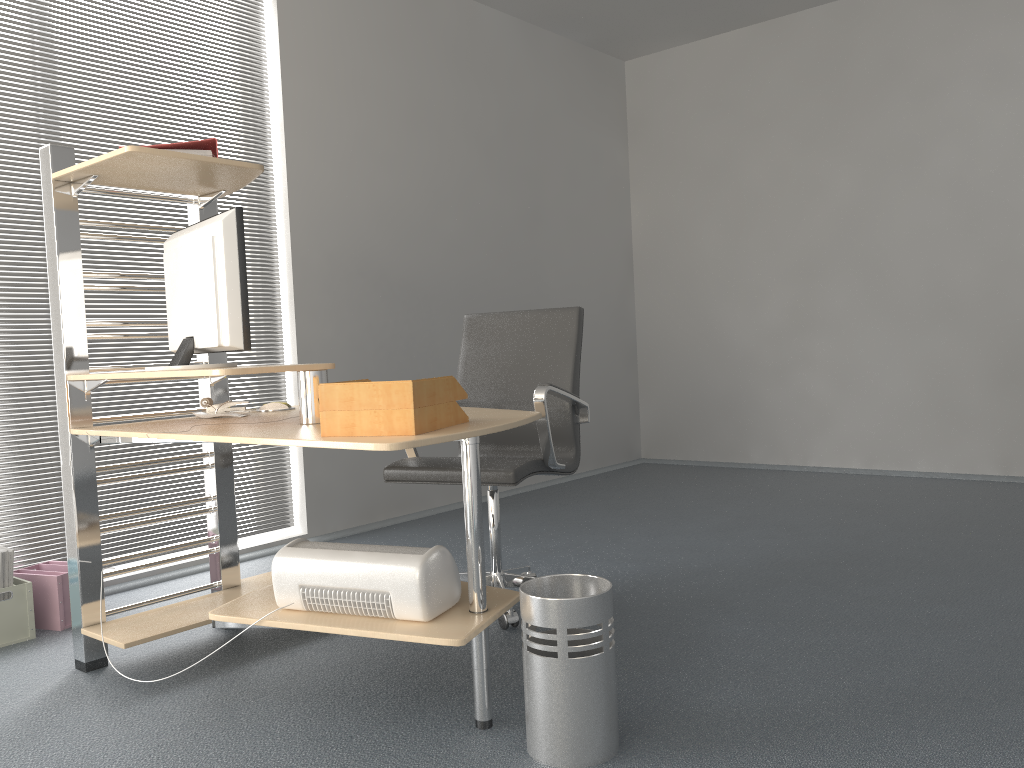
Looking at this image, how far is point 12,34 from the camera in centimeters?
338cm

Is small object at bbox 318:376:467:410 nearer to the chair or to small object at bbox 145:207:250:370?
small object at bbox 145:207:250:370

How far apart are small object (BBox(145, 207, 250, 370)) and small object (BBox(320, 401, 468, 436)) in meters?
0.5

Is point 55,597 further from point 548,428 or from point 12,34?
point 12,34

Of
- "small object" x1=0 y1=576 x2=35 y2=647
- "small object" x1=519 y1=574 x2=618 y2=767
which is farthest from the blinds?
"small object" x1=519 y1=574 x2=618 y2=767

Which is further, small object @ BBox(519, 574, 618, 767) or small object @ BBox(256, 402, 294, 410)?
small object @ BBox(256, 402, 294, 410)

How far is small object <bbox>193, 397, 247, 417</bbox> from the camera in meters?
2.8 m

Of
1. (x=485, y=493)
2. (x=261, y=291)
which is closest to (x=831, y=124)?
(x=485, y=493)

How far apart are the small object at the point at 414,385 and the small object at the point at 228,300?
0.5 meters

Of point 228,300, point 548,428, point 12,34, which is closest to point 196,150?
point 228,300
